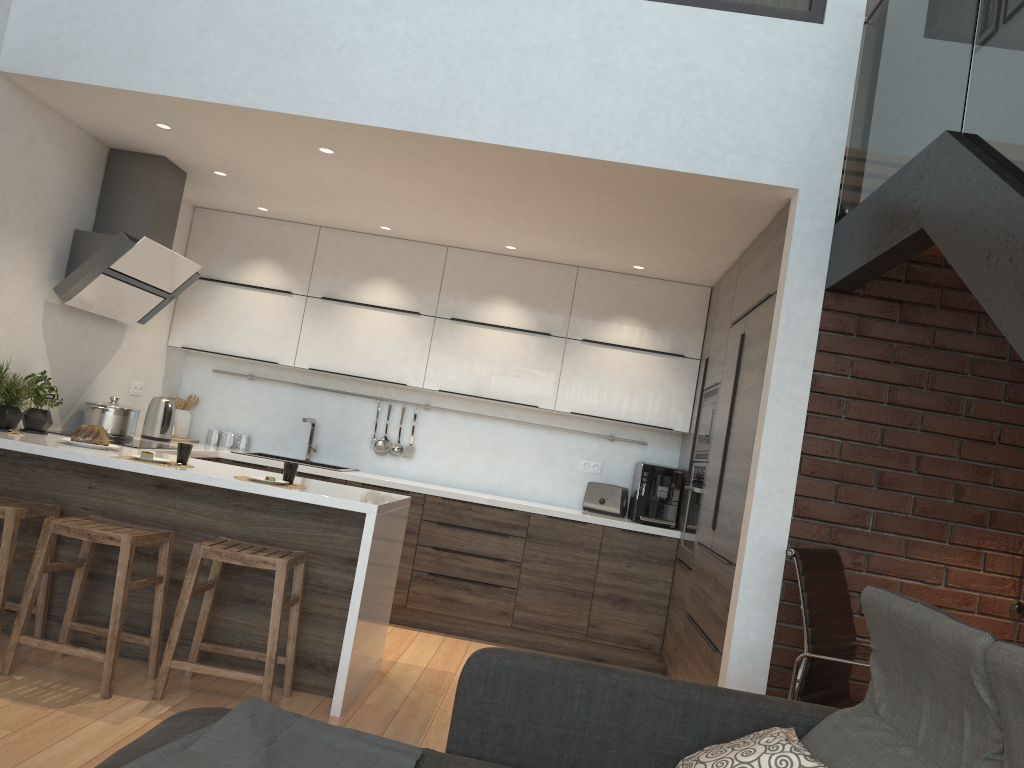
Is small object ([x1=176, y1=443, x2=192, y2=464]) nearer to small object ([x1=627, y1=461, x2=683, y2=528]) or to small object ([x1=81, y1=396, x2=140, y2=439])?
small object ([x1=81, y1=396, x2=140, y2=439])

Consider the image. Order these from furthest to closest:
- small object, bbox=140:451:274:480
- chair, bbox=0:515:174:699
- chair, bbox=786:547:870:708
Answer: small object, bbox=140:451:274:480
chair, bbox=0:515:174:699
chair, bbox=786:547:870:708

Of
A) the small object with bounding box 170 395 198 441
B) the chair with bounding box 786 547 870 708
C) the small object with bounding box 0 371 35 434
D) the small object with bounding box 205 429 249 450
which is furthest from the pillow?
the small object with bounding box 170 395 198 441

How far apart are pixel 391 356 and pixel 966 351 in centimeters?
342cm

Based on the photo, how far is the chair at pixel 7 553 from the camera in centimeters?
350cm

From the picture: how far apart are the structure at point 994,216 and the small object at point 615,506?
2.5 meters

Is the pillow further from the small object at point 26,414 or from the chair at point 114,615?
the small object at point 26,414

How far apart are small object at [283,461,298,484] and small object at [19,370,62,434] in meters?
1.4 m

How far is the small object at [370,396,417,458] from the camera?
6.00m

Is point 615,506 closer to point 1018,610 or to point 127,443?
point 1018,610
